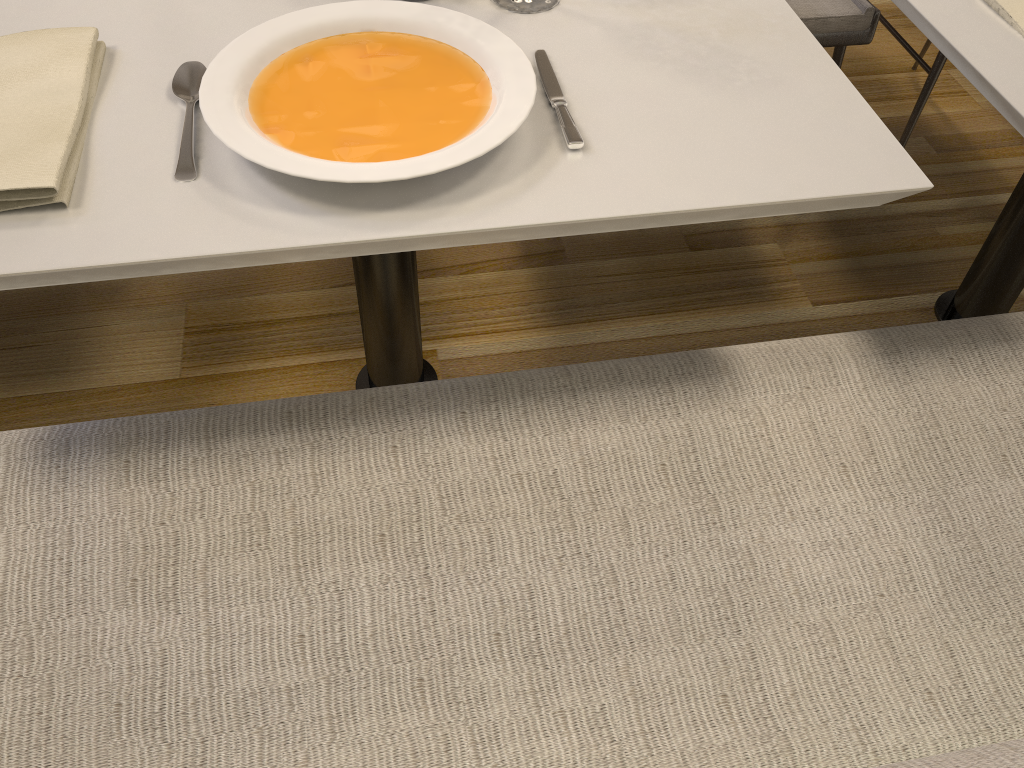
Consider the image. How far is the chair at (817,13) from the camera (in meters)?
1.61

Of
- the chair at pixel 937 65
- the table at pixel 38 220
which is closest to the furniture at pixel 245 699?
the table at pixel 38 220

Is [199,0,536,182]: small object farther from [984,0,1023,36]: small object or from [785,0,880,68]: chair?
[785,0,880,68]: chair

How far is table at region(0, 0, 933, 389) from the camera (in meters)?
0.75

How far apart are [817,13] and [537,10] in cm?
84

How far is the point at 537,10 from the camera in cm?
101

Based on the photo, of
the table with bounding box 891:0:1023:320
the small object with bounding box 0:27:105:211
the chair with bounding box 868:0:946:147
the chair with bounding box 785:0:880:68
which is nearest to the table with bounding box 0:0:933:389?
the small object with bounding box 0:27:105:211

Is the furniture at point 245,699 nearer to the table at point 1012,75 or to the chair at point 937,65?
the table at point 1012,75

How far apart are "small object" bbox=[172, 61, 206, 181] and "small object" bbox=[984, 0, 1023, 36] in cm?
90

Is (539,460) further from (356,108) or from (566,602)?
(356,108)
